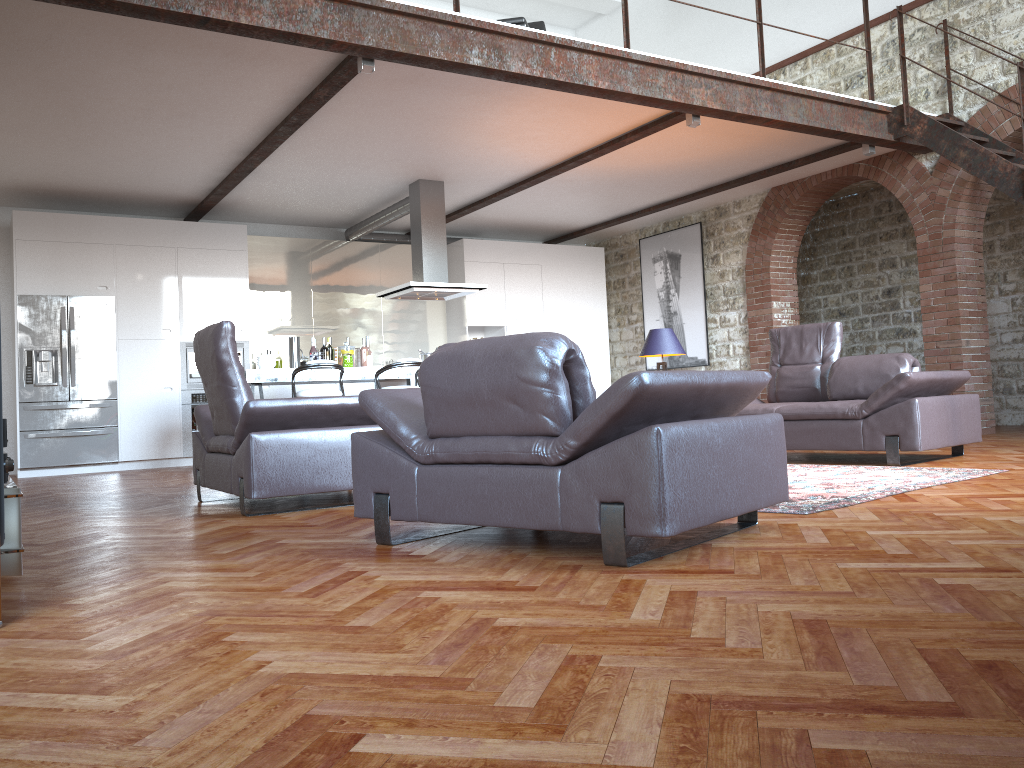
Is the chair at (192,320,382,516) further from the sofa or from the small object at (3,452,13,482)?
the sofa

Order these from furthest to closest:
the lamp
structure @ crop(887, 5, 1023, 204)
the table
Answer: the lamp
structure @ crop(887, 5, 1023, 204)
the table

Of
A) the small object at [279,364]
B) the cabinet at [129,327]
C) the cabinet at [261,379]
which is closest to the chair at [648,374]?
the cabinet at [261,379]

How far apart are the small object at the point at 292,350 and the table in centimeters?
517cm

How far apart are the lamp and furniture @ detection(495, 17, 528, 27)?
2.7 meters

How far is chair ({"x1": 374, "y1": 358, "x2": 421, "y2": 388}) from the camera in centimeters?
798cm

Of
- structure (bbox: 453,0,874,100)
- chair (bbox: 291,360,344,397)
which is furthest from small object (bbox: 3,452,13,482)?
chair (bbox: 291,360,344,397)

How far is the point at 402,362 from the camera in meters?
8.0

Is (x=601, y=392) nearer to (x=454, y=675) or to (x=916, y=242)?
(x=916, y=242)

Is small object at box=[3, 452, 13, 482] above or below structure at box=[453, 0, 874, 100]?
Result: below
